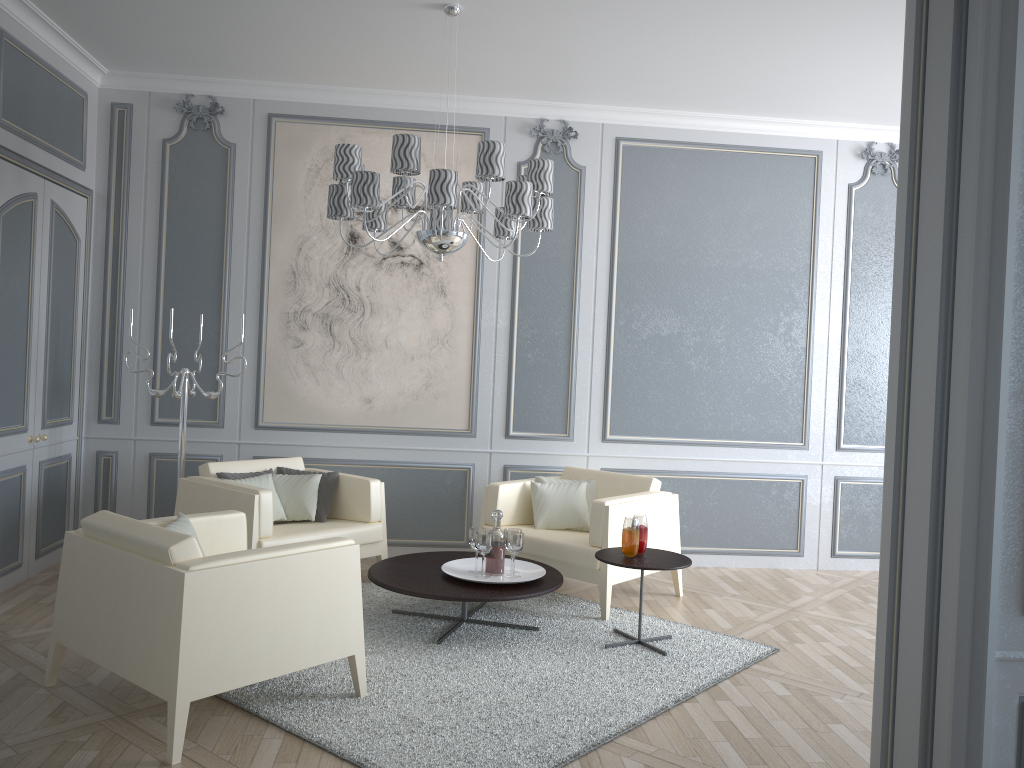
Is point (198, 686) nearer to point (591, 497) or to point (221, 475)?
point (221, 475)

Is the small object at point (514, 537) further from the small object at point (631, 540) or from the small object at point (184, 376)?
the small object at point (184, 376)

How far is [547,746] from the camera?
2.8 meters

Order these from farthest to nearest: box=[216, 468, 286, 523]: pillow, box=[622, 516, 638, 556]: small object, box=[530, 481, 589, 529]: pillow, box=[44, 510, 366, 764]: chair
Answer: box=[530, 481, 589, 529]: pillow
box=[216, 468, 286, 523]: pillow
box=[622, 516, 638, 556]: small object
box=[44, 510, 366, 764]: chair

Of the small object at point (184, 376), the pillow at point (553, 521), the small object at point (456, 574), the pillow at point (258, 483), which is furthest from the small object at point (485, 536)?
the small object at point (184, 376)

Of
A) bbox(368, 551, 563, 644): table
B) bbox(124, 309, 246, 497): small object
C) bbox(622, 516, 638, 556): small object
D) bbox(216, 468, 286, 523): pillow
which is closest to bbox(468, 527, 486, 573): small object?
bbox(368, 551, 563, 644): table

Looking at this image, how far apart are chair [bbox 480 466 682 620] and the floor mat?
0.0m

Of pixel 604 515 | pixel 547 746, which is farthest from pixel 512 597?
pixel 547 746

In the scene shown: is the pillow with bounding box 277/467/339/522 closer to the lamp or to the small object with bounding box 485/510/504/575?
the small object with bounding box 485/510/504/575

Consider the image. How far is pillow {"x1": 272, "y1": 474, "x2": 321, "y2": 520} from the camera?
4.57m
